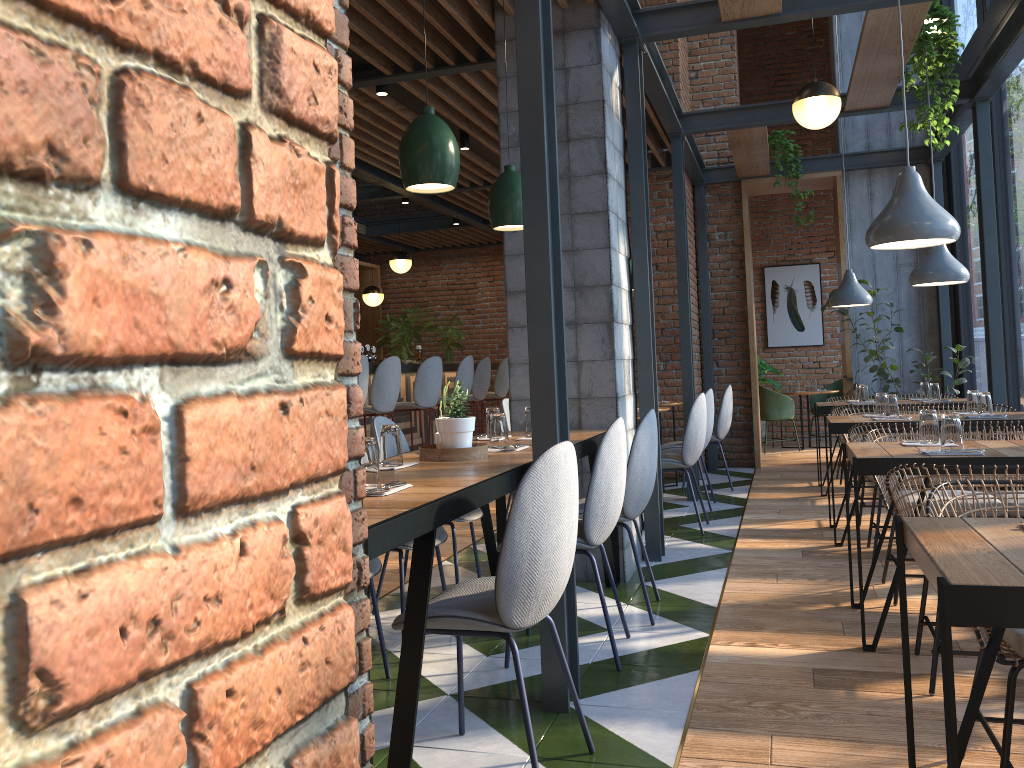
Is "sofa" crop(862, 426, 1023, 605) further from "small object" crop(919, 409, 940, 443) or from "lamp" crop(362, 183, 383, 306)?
"lamp" crop(362, 183, 383, 306)

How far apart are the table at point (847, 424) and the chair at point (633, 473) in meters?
1.8 m

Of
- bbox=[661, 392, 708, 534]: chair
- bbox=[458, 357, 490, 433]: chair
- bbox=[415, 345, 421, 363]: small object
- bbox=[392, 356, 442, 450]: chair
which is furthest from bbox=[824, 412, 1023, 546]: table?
bbox=[458, 357, 490, 433]: chair

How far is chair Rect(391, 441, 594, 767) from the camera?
2.19m

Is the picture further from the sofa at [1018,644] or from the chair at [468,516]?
the sofa at [1018,644]

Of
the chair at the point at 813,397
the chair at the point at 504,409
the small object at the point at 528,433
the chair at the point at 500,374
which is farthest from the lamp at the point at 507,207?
the chair at the point at 813,397

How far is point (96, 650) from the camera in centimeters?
44cm

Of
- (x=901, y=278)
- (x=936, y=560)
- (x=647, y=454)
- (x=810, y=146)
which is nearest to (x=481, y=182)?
(x=901, y=278)

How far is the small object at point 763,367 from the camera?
11.14m

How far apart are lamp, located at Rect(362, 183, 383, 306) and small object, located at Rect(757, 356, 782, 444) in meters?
4.8 m
